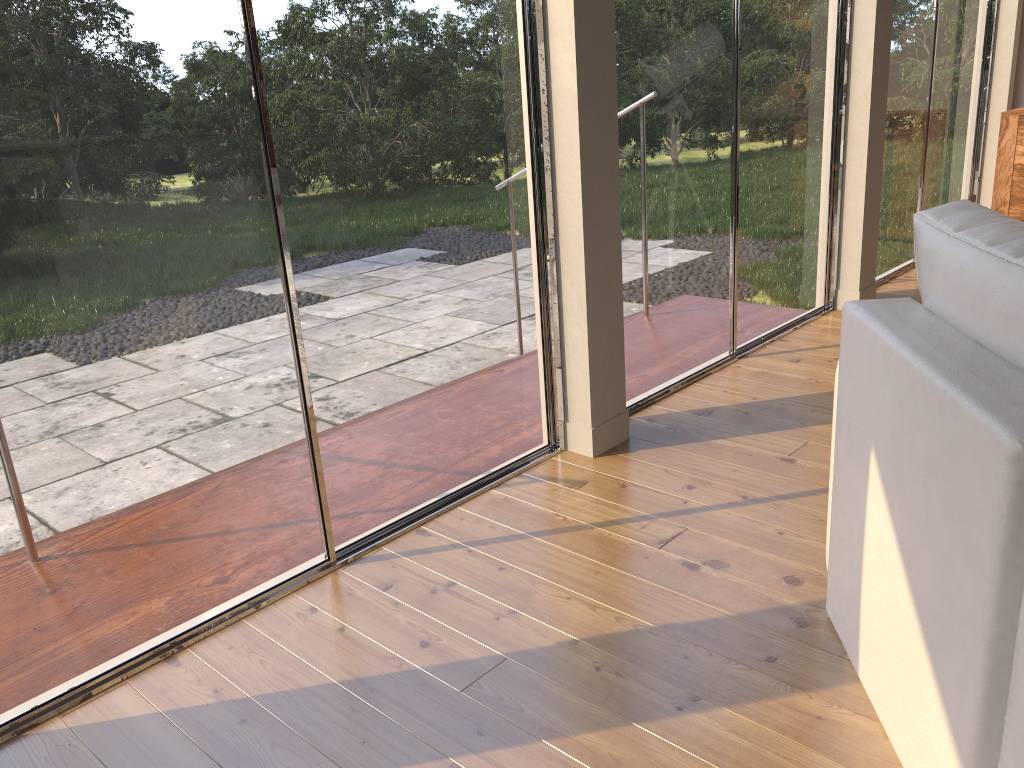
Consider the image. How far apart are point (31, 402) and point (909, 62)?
4.7m

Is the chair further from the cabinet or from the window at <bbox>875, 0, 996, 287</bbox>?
the cabinet

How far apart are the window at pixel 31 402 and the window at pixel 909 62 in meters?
2.8

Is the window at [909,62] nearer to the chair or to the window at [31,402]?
the window at [31,402]

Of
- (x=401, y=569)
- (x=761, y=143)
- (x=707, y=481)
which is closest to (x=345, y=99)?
(x=401, y=569)

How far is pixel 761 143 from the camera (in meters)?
3.81

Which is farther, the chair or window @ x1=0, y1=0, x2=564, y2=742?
window @ x1=0, y1=0, x2=564, y2=742

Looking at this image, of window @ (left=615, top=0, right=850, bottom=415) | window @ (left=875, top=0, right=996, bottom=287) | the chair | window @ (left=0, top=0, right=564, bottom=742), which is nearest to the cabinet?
window @ (left=875, top=0, right=996, bottom=287)

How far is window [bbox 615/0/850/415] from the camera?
3.19m

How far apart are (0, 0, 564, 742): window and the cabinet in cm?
401
